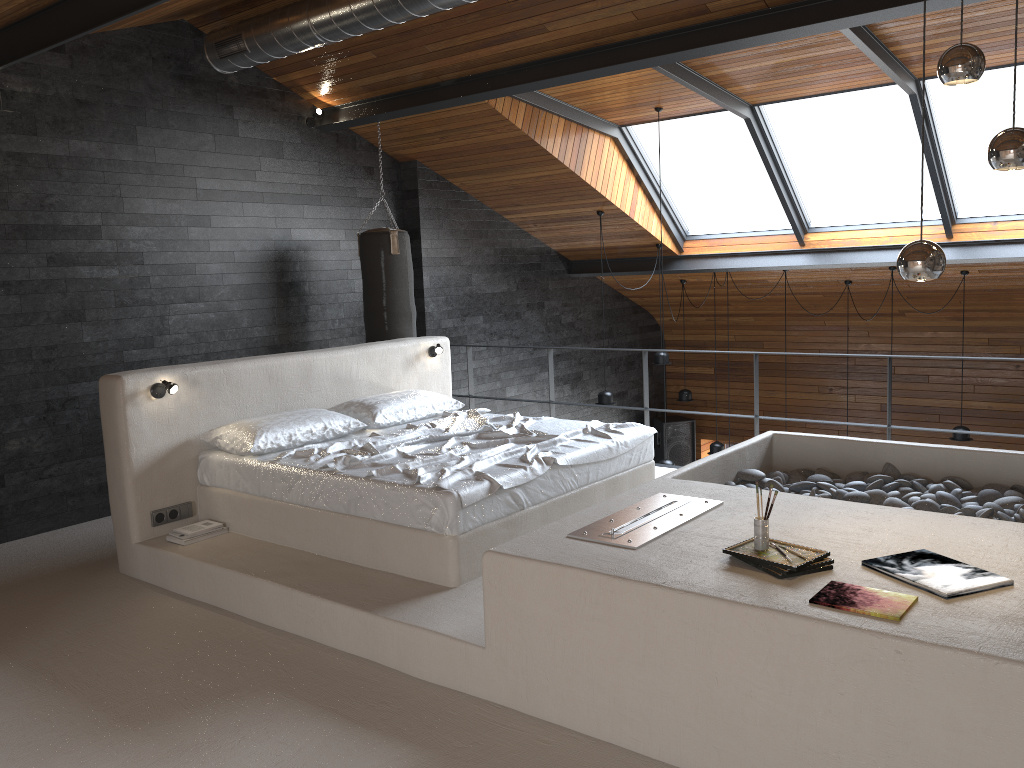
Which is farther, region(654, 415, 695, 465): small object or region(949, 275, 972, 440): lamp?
region(654, 415, 695, 465): small object

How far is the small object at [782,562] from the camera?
2.8 meters

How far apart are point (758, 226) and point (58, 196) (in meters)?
6.27

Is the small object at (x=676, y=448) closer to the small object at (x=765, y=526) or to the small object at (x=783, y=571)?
the small object at (x=765, y=526)

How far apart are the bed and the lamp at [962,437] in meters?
4.8

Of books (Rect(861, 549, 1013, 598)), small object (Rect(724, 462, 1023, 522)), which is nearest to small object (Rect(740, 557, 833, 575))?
books (Rect(861, 549, 1013, 598))

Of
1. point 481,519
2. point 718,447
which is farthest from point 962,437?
point 481,519

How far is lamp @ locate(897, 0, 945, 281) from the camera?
2.8m

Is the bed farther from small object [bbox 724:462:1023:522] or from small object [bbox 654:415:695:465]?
small object [bbox 654:415:695:465]

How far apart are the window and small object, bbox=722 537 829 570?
5.2 meters
